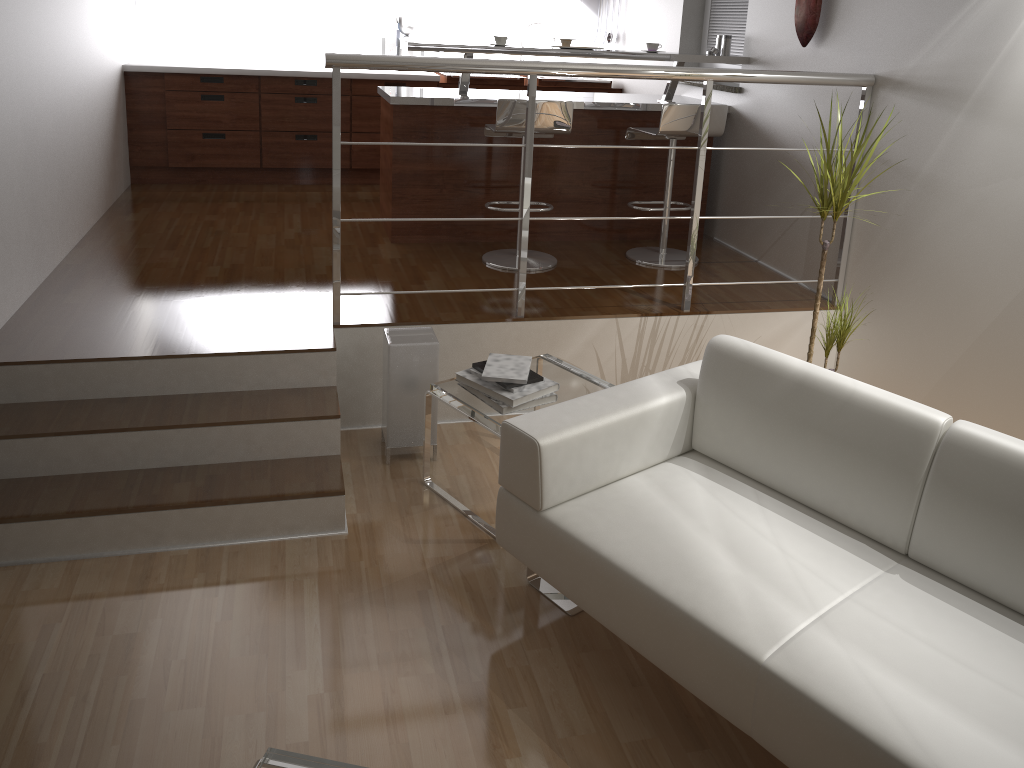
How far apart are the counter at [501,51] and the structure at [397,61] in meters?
1.1

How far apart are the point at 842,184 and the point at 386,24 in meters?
4.2 m

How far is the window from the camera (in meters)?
4.96

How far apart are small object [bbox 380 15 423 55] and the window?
2.13m

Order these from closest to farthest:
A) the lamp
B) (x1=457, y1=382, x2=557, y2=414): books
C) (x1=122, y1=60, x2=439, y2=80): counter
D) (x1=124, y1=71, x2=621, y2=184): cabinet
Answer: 1. (x1=457, y1=382, x2=557, y2=414): books
2. the lamp
3. (x1=122, y1=60, x2=439, y2=80): counter
4. (x1=124, y1=71, x2=621, y2=184): cabinet

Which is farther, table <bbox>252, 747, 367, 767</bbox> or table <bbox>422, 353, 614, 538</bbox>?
table <bbox>422, 353, 614, 538</bbox>

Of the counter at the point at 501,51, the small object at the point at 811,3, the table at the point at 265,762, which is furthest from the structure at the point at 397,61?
the table at the point at 265,762

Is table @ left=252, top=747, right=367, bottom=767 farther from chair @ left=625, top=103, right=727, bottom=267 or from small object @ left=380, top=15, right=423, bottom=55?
small object @ left=380, top=15, right=423, bottom=55

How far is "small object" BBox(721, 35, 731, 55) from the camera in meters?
4.7 m

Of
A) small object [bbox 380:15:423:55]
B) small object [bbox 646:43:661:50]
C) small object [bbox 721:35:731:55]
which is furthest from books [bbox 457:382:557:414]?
small object [bbox 380:15:423:55]
